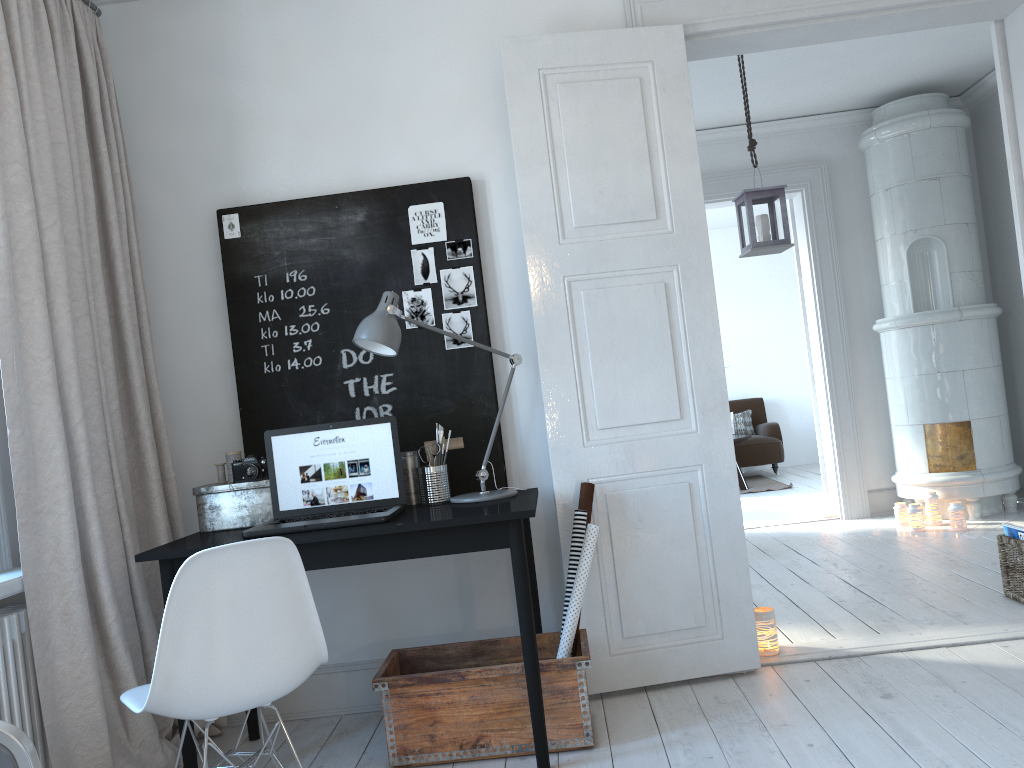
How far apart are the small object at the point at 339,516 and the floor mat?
6.1m

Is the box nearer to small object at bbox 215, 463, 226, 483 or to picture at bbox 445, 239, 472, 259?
small object at bbox 215, 463, 226, 483

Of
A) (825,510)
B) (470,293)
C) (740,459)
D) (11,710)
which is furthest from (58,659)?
(740,459)

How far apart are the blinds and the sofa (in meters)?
6.91

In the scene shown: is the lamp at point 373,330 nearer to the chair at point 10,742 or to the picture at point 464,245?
the picture at point 464,245

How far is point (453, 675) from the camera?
2.7 meters

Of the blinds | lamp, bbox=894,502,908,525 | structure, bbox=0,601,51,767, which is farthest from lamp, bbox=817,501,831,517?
structure, bbox=0,601,51,767

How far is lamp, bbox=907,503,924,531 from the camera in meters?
5.4 m

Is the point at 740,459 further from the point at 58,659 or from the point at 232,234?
the point at 58,659

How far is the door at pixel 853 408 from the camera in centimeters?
615cm
